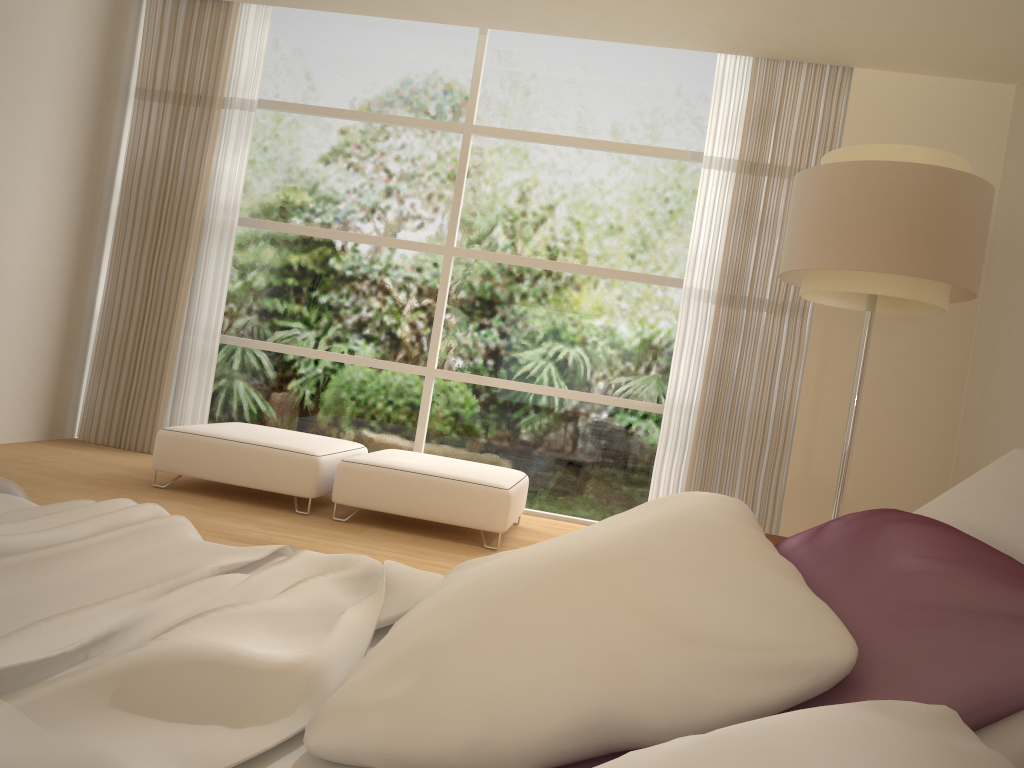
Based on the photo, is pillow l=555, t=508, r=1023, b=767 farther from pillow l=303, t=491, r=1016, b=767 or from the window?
the window

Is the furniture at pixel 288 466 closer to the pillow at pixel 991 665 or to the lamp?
the lamp

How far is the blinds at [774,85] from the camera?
5.49m

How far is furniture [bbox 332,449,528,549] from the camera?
4.58m

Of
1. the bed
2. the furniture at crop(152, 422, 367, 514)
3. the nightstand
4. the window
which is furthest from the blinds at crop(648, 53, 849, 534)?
the bed

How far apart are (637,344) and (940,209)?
2.76m

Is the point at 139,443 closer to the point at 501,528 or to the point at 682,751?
the point at 501,528

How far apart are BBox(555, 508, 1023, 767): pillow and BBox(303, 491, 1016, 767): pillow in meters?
0.0 m

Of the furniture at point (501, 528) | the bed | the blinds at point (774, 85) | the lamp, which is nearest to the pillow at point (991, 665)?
the bed

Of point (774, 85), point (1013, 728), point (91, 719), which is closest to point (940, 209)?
point (774, 85)
